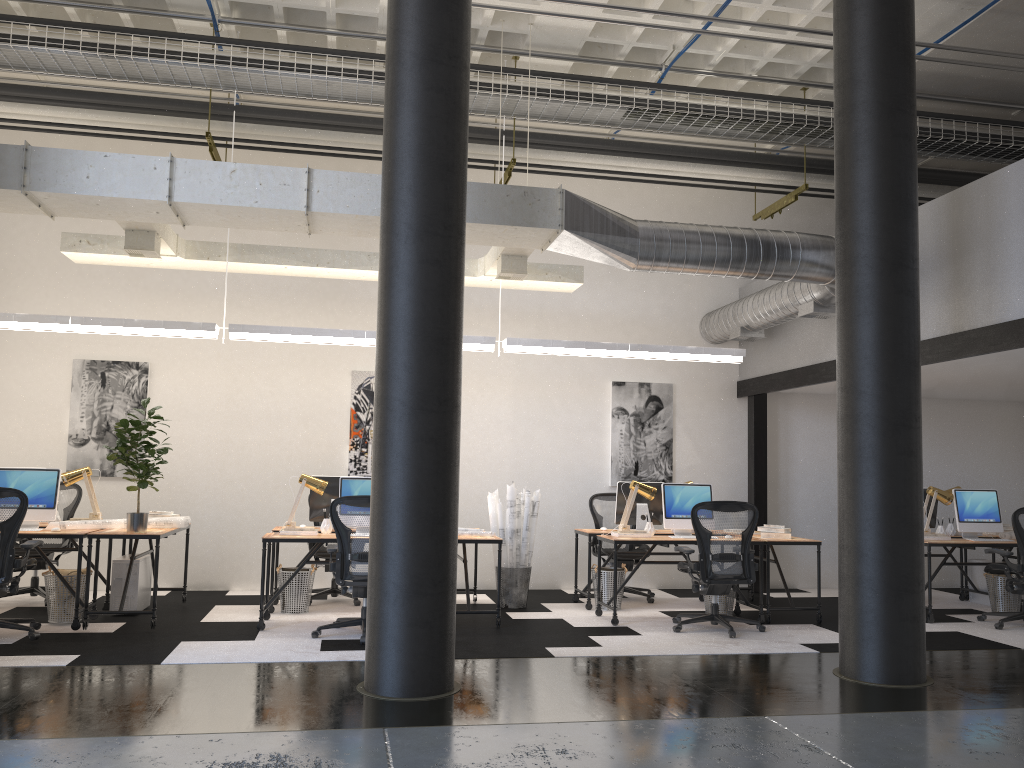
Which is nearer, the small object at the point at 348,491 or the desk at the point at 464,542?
the desk at the point at 464,542

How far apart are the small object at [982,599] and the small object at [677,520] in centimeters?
345cm

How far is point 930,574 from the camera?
8.0 meters

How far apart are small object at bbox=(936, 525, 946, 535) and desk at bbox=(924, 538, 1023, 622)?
0.3 meters

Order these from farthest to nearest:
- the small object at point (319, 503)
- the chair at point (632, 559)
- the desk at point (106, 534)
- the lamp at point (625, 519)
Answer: the chair at point (632, 559), the small object at point (319, 503), the lamp at point (625, 519), the desk at point (106, 534)

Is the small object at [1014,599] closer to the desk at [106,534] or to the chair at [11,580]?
the desk at [106,534]

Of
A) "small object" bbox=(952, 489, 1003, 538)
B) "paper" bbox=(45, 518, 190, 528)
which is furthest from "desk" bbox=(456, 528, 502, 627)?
"small object" bbox=(952, 489, 1003, 538)

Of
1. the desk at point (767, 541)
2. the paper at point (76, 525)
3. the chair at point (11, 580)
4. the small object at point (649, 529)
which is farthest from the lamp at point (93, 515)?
the desk at point (767, 541)

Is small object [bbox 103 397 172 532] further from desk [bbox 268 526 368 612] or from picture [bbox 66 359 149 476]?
picture [bbox 66 359 149 476]

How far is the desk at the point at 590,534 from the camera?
8.4 meters
